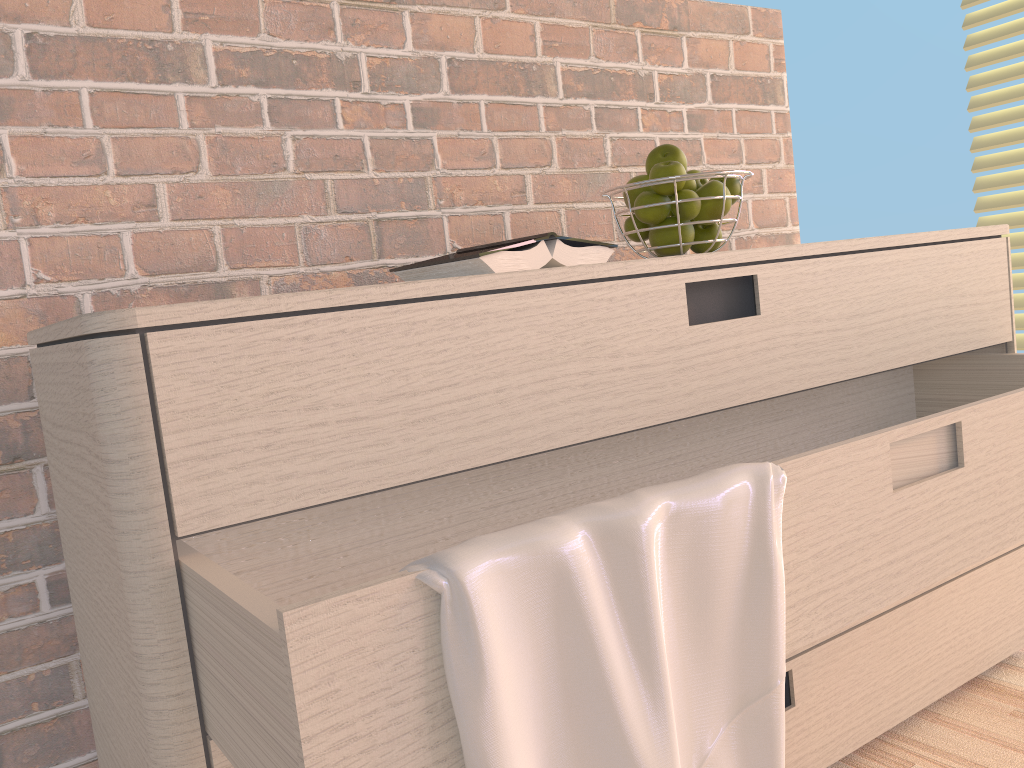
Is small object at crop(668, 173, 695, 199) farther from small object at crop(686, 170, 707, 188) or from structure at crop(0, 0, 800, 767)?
structure at crop(0, 0, 800, 767)

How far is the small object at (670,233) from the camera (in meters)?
1.14

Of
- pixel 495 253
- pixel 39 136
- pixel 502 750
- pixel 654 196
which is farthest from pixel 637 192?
pixel 502 750

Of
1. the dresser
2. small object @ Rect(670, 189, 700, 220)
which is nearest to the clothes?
the dresser

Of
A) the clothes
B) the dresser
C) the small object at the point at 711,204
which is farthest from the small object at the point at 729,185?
the clothes

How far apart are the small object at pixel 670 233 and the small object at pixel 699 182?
0.08m

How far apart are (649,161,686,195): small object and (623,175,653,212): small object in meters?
0.0 m

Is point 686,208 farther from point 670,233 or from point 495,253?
point 495,253

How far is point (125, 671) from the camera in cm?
67

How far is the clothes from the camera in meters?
0.5 m
